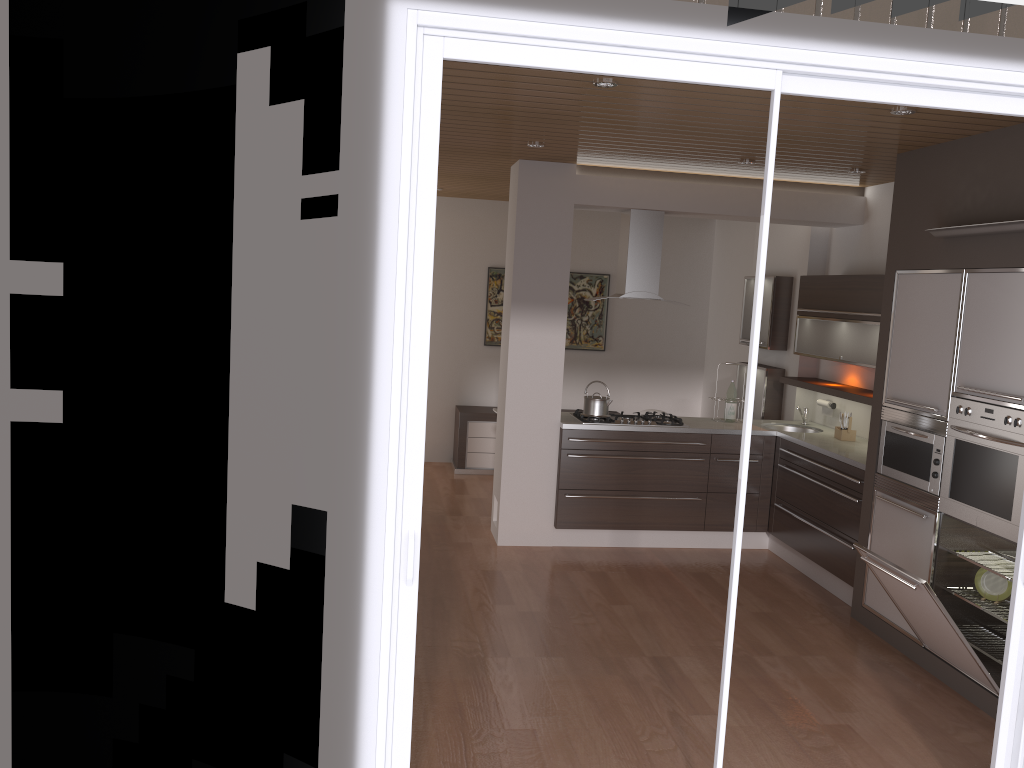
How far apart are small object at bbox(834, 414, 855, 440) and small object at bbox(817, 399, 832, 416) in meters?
0.5 m

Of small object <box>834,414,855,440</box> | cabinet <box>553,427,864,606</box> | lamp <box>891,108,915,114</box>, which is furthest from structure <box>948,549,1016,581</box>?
lamp <box>891,108,915,114</box>

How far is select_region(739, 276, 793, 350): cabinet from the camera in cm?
717

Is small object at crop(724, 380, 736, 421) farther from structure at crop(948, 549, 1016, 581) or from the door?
the door

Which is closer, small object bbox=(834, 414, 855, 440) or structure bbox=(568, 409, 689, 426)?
small object bbox=(834, 414, 855, 440)

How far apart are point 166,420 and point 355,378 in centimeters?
55cm

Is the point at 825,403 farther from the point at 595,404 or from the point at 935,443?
the point at 935,443

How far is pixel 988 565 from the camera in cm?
430

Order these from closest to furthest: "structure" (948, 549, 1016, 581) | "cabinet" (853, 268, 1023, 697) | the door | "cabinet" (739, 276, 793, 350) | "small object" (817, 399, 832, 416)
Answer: the door, "cabinet" (853, 268, 1023, 697), "structure" (948, 549, 1016, 581), "small object" (817, 399, 832, 416), "cabinet" (739, 276, 793, 350)

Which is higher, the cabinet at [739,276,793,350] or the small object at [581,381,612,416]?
the cabinet at [739,276,793,350]
